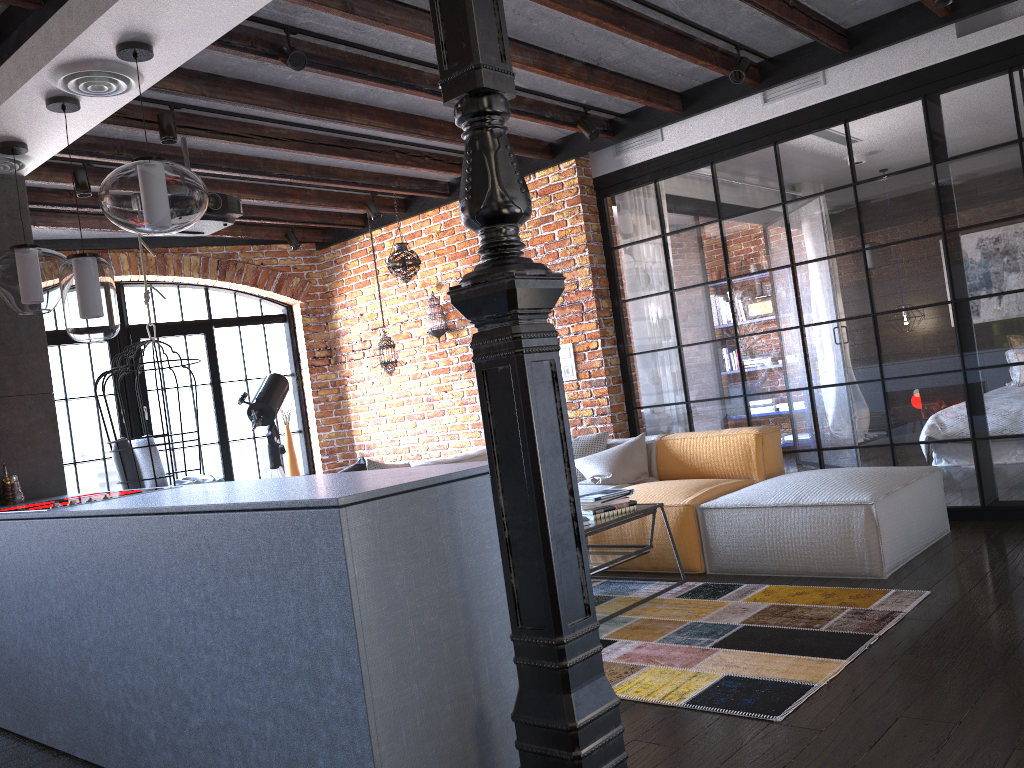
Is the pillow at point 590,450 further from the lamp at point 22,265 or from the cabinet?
the lamp at point 22,265

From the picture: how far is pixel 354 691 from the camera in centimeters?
193cm

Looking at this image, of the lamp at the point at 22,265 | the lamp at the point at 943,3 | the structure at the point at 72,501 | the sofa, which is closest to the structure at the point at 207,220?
the lamp at the point at 22,265

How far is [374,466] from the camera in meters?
5.3

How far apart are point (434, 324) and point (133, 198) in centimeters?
403cm

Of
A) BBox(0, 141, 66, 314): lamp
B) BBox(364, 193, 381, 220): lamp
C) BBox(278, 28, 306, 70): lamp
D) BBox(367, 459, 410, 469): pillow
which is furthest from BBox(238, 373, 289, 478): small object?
BBox(278, 28, 306, 70): lamp

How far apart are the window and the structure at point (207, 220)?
2.8 meters

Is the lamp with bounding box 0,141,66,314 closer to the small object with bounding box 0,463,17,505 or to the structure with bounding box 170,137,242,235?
the small object with bounding box 0,463,17,505

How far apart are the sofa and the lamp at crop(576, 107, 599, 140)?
1.9m

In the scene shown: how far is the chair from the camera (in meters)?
5.63
